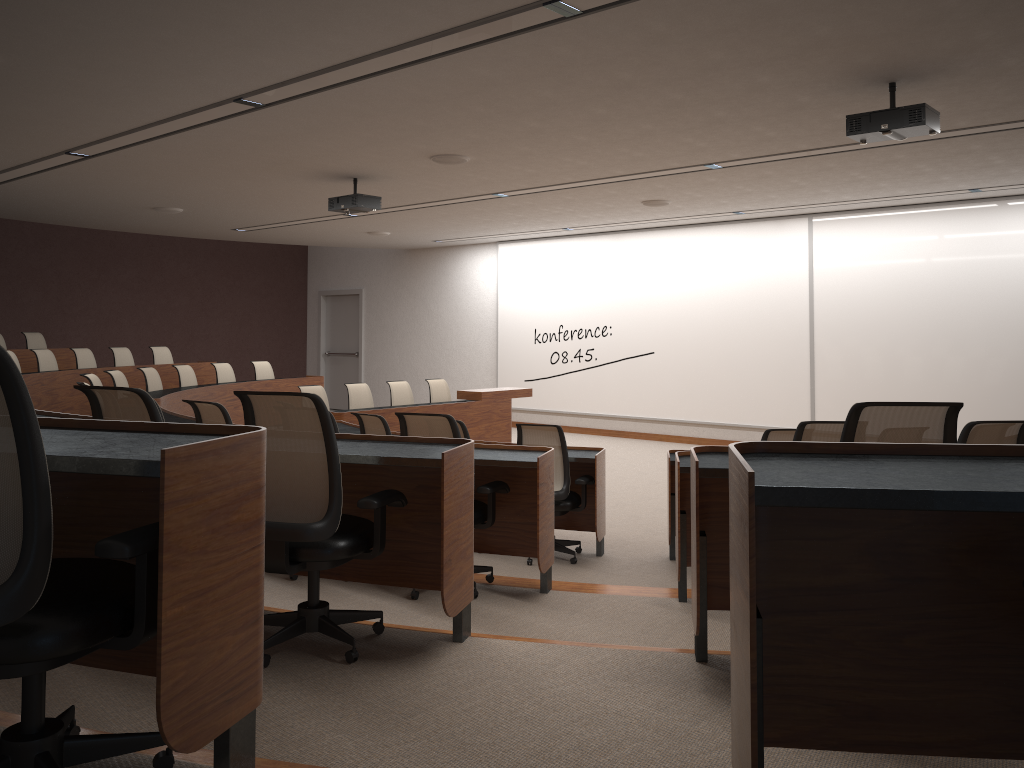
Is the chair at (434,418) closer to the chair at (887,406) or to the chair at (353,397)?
the chair at (887,406)

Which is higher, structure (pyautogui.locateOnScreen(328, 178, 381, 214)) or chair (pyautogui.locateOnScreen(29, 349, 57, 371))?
structure (pyautogui.locateOnScreen(328, 178, 381, 214))

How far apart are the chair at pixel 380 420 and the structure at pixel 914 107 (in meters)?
3.70

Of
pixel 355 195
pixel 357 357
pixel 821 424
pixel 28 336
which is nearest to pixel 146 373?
pixel 28 336

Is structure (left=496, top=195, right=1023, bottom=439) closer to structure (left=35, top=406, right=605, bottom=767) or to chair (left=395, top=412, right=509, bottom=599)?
structure (left=35, top=406, right=605, bottom=767)

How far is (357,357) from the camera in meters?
17.3

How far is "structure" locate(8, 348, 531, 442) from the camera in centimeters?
919cm

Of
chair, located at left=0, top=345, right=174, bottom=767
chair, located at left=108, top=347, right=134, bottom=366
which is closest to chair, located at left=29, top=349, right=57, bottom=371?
chair, located at left=108, top=347, right=134, bottom=366

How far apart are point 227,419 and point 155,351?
7.9 meters

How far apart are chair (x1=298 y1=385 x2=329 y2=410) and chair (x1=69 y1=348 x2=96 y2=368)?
3.2m
